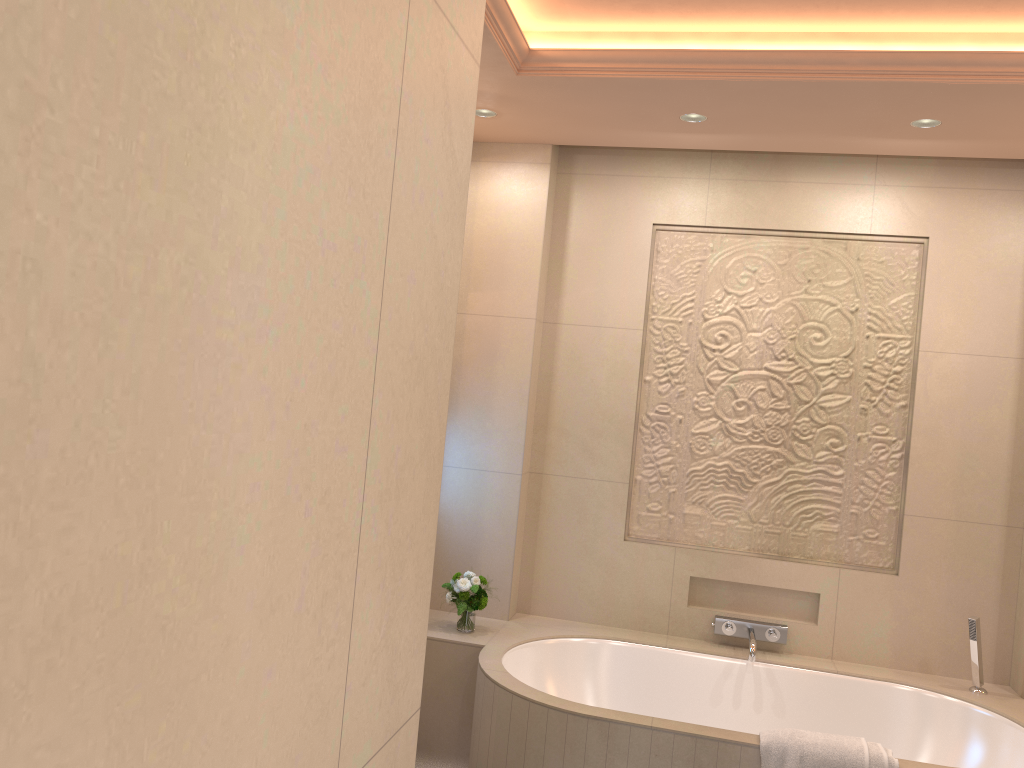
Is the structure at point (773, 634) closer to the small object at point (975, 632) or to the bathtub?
Result: the bathtub

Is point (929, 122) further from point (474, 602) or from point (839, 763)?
point (474, 602)

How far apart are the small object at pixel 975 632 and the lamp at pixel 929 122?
1.8 meters

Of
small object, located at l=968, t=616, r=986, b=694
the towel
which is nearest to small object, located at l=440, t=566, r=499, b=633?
the towel

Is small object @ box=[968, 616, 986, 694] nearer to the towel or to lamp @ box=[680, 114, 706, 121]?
the towel

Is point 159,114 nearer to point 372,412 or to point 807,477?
point 372,412

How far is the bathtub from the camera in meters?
2.6 m

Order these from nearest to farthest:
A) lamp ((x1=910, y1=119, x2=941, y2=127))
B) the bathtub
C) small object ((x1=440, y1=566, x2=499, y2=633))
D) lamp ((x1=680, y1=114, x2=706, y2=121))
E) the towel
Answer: the towel
the bathtub
lamp ((x1=910, y1=119, x2=941, y2=127))
lamp ((x1=680, y1=114, x2=706, y2=121))
small object ((x1=440, y1=566, x2=499, y2=633))

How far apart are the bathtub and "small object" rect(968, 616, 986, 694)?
0.0m

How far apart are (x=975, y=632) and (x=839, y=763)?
1.08m
